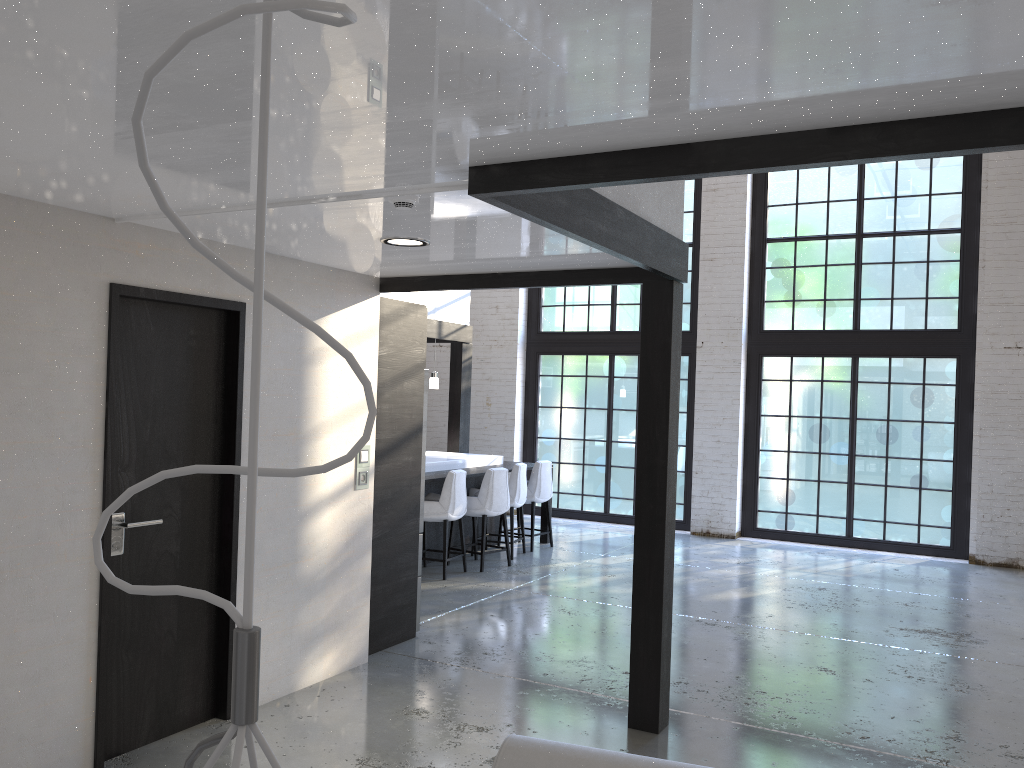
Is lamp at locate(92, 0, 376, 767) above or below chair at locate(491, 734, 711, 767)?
above

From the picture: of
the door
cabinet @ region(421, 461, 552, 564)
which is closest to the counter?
cabinet @ region(421, 461, 552, 564)

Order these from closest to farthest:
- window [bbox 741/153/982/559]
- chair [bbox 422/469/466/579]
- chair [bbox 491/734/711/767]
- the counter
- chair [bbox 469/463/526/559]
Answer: chair [bbox 491/734/711/767]
chair [bbox 422/469/466/579]
the counter
chair [bbox 469/463/526/559]
window [bbox 741/153/982/559]

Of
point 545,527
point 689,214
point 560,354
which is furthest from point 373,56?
point 560,354

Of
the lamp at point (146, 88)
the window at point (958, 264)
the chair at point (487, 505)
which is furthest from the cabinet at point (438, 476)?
the lamp at point (146, 88)

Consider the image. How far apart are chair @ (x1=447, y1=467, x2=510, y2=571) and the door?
3.95m

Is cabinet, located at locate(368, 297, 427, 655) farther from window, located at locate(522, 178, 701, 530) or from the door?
window, located at locate(522, 178, 701, 530)

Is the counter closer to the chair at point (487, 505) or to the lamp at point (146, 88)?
the chair at point (487, 505)

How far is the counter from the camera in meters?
8.5 m

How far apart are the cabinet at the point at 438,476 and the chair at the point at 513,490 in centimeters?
23cm
